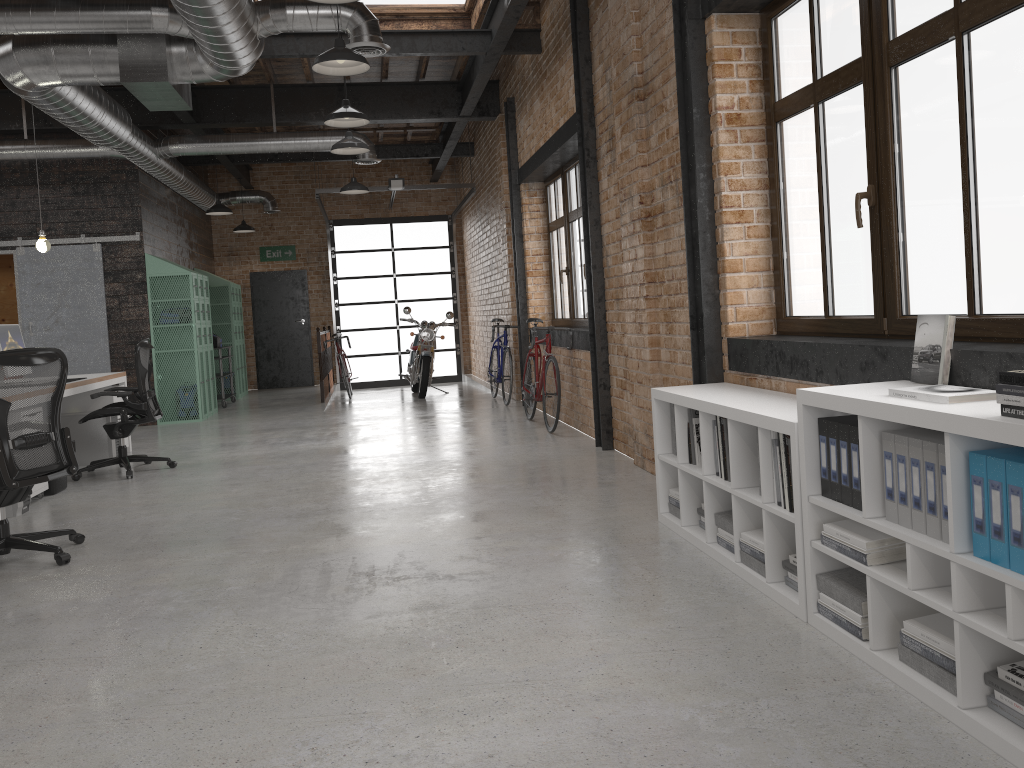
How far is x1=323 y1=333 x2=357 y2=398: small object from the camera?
13.2m

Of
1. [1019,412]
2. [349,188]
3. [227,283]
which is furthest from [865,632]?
[227,283]

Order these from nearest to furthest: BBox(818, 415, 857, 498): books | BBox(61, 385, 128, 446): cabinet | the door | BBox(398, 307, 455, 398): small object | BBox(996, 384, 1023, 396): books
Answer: BBox(996, 384, 1023, 396): books, BBox(818, 415, 857, 498): books, BBox(61, 385, 128, 446): cabinet, BBox(398, 307, 455, 398): small object, the door

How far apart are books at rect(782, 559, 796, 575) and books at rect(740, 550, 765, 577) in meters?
0.1 m

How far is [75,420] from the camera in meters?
7.8

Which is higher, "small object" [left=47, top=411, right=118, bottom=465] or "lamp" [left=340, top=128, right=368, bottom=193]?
"lamp" [left=340, top=128, right=368, bottom=193]

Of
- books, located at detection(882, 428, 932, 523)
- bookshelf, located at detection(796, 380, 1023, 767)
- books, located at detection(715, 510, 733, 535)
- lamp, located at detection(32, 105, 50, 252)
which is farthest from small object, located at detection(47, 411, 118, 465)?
books, located at detection(882, 428, 932, 523)

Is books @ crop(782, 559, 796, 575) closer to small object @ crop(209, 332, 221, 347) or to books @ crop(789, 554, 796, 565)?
books @ crop(789, 554, 796, 565)

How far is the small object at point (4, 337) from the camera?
6.9m

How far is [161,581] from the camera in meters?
4.0 m
